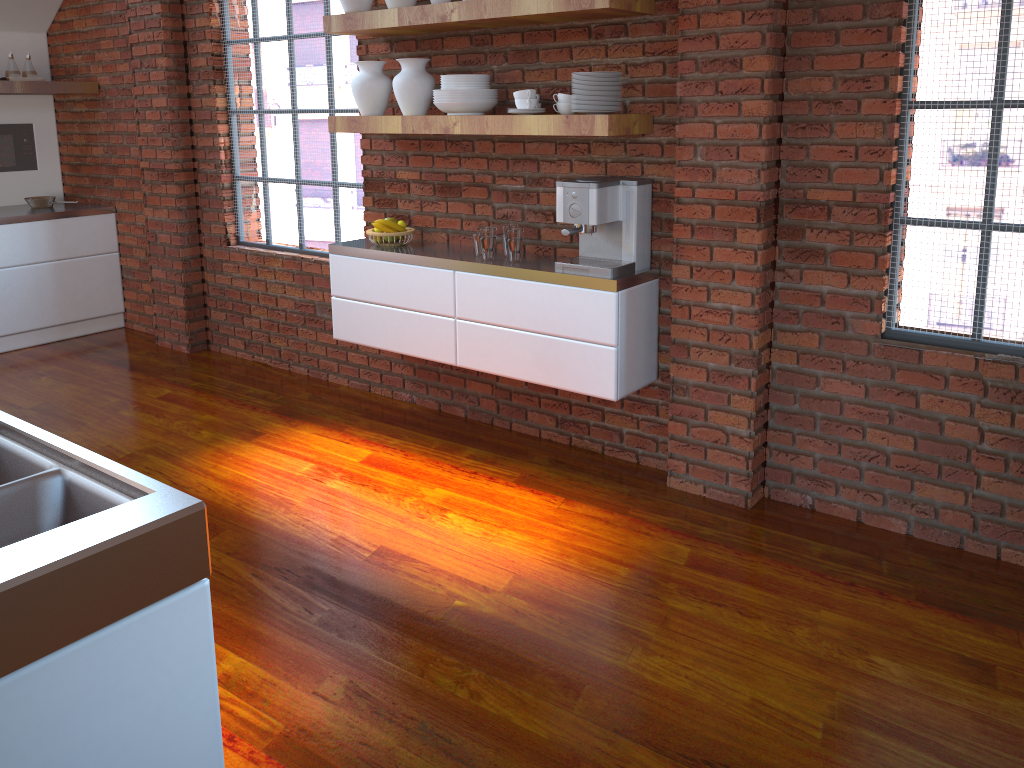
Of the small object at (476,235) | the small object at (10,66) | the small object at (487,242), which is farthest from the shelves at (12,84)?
the small object at (487,242)

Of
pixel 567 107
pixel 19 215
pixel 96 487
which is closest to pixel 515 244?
pixel 567 107

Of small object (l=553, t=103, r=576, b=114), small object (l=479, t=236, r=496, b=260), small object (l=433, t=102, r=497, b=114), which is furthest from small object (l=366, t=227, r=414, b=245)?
small object (l=553, t=103, r=576, b=114)

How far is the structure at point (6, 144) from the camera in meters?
6.1

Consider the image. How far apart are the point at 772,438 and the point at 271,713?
2.1m

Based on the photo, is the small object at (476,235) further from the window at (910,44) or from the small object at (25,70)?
the small object at (25,70)

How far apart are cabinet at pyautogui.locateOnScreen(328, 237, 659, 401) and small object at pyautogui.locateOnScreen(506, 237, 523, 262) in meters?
0.0

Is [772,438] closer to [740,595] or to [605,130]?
[740,595]

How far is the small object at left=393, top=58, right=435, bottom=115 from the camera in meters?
3.8 m

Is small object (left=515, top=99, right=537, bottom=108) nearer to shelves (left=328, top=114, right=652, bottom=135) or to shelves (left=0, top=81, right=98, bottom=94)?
shelves (left=328, top=114, right=652, bottom=135)
